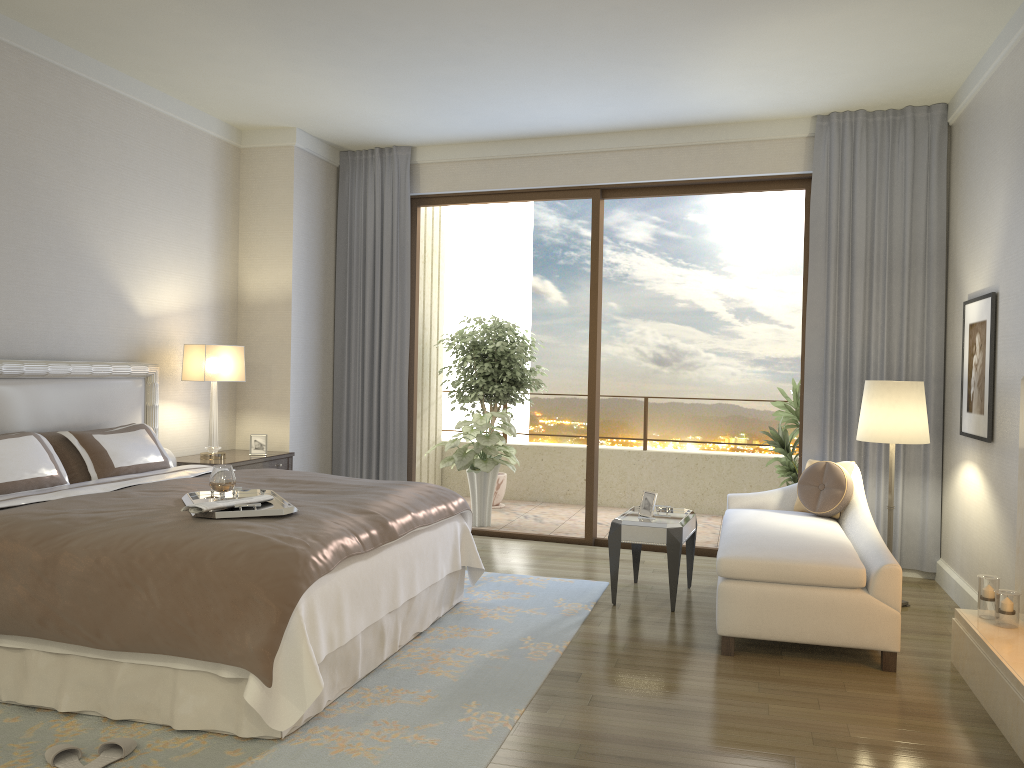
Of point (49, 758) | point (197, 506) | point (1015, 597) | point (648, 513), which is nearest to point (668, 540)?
point (648, 513)

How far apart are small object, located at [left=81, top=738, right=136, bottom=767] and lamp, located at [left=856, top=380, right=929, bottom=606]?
4.0 meters

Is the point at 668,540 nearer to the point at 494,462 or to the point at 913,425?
the point at 913,425

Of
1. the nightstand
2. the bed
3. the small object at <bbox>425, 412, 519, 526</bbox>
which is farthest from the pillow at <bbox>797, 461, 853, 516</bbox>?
the nightstand

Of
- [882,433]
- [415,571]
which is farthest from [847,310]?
[415,571]

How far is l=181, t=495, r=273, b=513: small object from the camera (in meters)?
3.33

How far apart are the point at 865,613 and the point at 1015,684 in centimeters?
82cm

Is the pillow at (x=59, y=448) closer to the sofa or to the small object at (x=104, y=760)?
the small object at (x=104, y=760)

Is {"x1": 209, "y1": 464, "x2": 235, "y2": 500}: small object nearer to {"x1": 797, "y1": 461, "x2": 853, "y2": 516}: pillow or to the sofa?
the sofa

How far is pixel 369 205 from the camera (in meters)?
7.21
